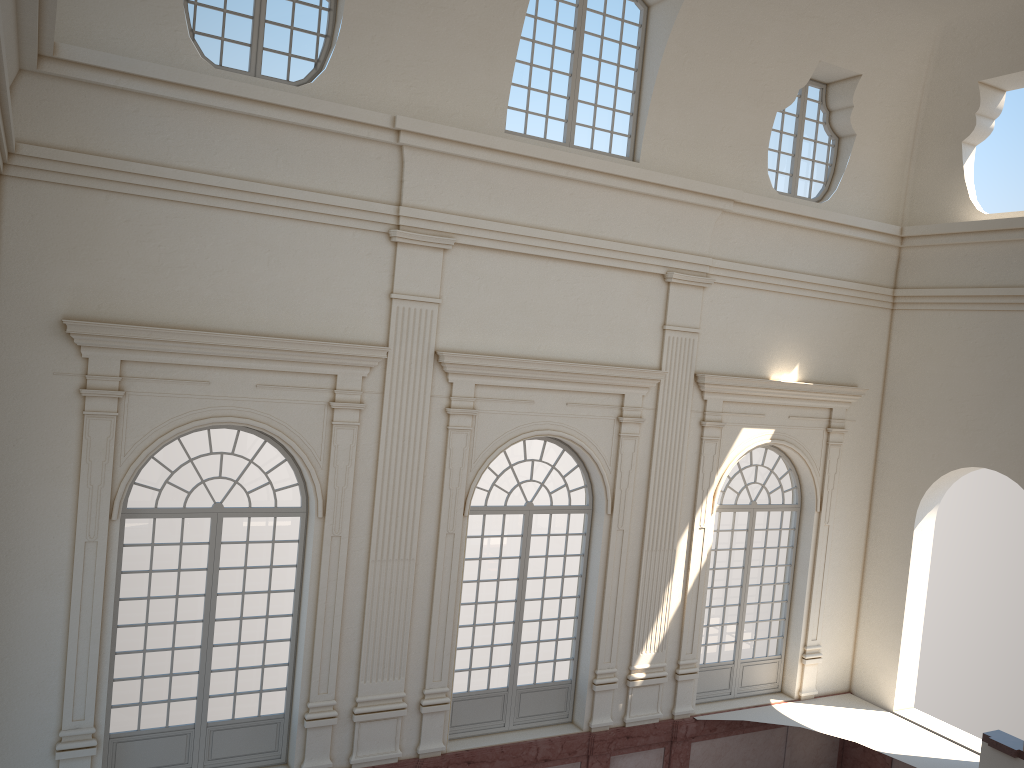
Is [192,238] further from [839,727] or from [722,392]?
[839,727]
